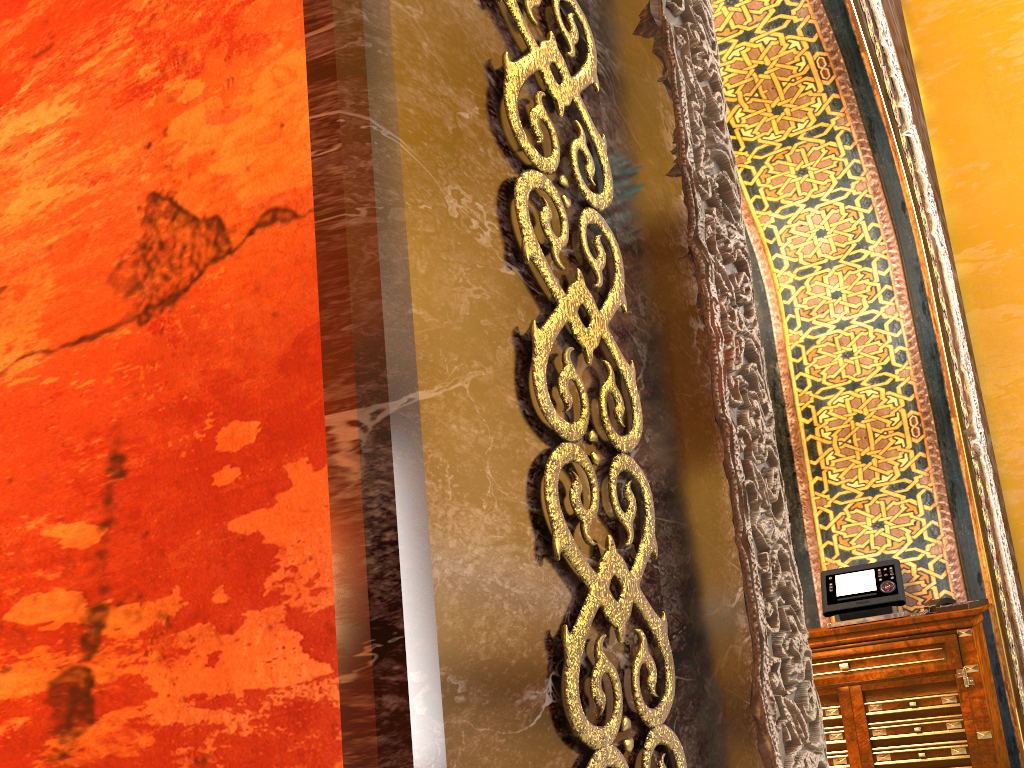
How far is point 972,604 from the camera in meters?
4.0 m

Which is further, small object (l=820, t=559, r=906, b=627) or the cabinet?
small object (l=820, t=559, r=906, b=627)

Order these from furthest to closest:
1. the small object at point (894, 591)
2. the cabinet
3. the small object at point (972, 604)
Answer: the small object at point (894, 591) < the small object at point (972, 604) < the cabinet

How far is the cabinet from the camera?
3.87m

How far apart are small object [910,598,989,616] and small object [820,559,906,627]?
0.1m

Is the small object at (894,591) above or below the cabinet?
above

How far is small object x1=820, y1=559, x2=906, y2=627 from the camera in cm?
430

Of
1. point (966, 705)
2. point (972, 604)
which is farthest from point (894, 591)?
point (966, 705)

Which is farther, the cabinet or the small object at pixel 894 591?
the small object at pixel 894 591

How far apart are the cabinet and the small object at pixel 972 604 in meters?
0.1 m
